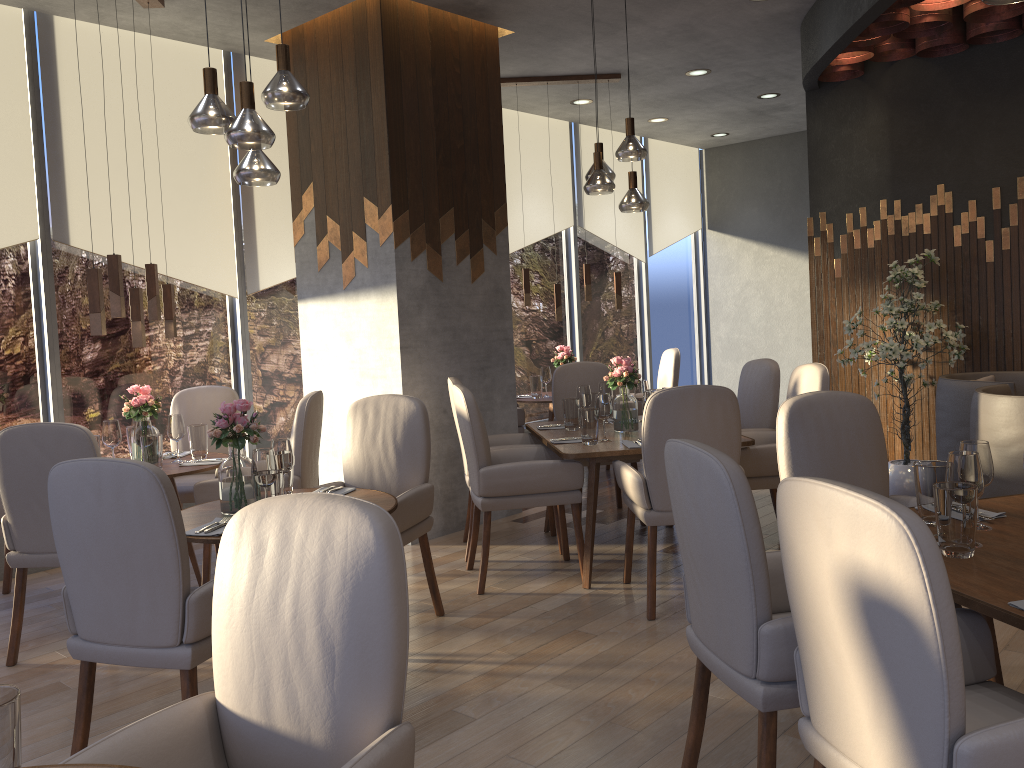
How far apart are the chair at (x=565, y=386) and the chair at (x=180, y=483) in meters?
2.0 m

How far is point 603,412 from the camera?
4.5 meters

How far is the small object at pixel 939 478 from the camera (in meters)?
2.50

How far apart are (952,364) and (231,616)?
5.1m

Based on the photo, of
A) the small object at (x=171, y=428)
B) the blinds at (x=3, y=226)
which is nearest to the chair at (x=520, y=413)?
the small object at (x=171, y=428)

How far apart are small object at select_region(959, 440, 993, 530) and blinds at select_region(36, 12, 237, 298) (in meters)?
4.77

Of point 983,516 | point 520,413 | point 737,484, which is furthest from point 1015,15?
point 737,484

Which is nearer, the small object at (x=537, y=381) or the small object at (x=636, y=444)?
the small object at (x=636, y=444)

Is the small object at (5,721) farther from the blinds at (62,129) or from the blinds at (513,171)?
the blinds at (513,171)

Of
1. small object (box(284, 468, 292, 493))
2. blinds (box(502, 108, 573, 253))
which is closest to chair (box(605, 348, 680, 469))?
blinds (box(502, 108, 573, 253))
